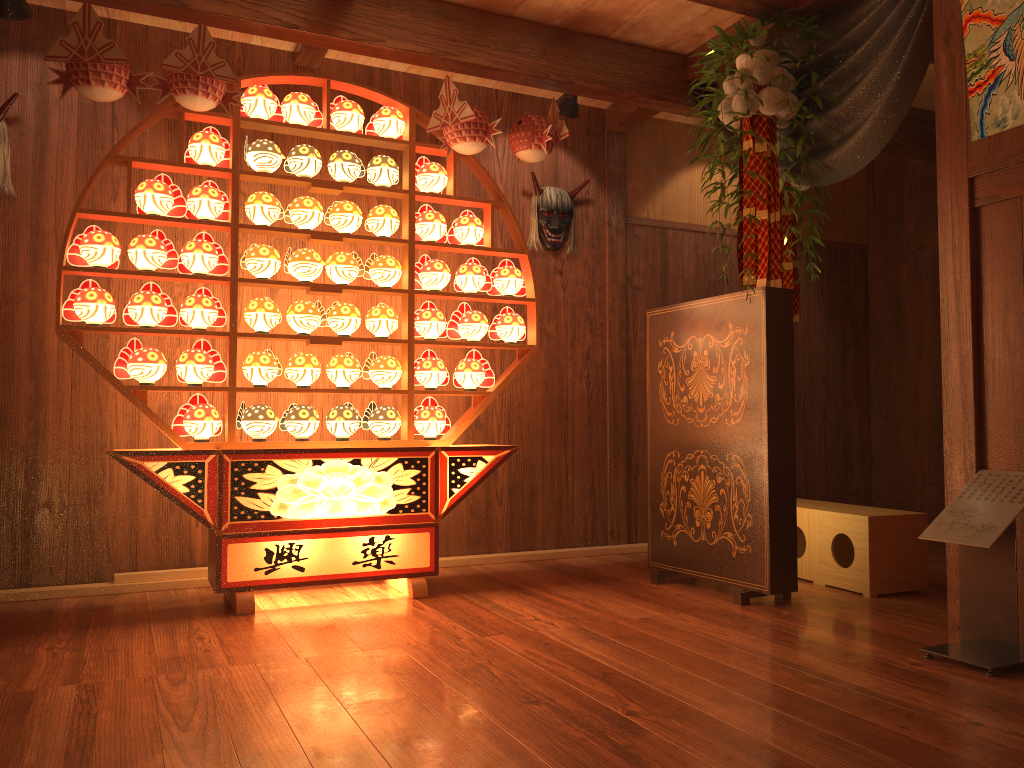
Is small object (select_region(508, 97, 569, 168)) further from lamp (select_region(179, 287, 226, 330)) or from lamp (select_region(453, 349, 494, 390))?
lamp (select_region(179, 287, 226, 330))

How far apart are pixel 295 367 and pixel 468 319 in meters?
0.8

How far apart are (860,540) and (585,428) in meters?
1.7

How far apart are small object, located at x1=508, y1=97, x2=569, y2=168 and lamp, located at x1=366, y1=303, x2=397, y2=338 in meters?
0.9

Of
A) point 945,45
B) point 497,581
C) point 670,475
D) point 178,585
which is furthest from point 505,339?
point 945,45

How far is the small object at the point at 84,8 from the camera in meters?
3.2 m

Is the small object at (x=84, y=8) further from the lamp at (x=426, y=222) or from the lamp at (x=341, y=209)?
the lamp at (x=426, y=222)

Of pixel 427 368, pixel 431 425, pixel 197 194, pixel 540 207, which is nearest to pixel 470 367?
pixel 427 368

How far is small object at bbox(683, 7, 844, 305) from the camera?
3.45m

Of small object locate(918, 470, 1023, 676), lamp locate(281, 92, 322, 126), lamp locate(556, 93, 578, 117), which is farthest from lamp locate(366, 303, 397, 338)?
small object locate(918, 470, 1023, 676)
